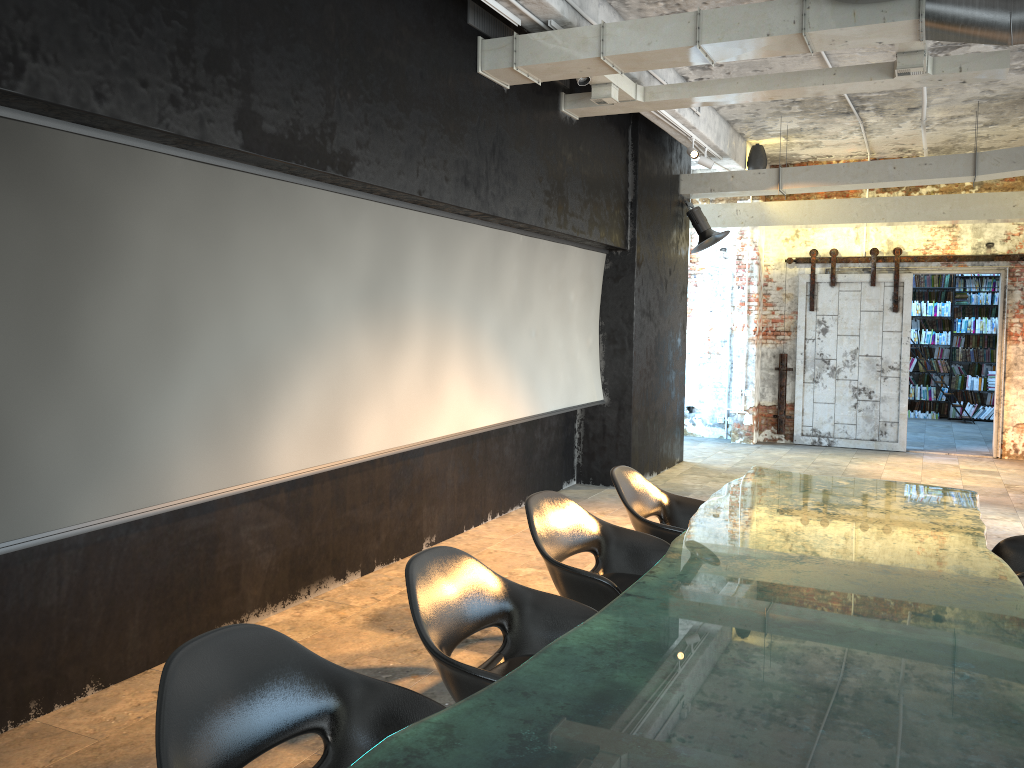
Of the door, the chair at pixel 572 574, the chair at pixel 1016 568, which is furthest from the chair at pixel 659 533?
the door

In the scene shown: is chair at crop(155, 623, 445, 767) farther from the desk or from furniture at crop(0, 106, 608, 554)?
furniture at crop(0, 106, 608, 554)

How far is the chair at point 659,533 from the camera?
4.6 meters

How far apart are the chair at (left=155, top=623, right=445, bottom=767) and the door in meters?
10.7

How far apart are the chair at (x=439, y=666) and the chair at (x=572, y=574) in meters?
0.4 m

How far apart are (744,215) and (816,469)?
3.3 meters

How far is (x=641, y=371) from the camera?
9.0 meters

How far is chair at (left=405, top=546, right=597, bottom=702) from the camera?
2.73m

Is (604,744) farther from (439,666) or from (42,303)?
(42,303)

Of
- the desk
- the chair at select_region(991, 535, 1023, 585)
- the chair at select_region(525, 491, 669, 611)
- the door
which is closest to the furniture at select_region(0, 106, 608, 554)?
the chair at select_region(525, 491, 669, 611)
